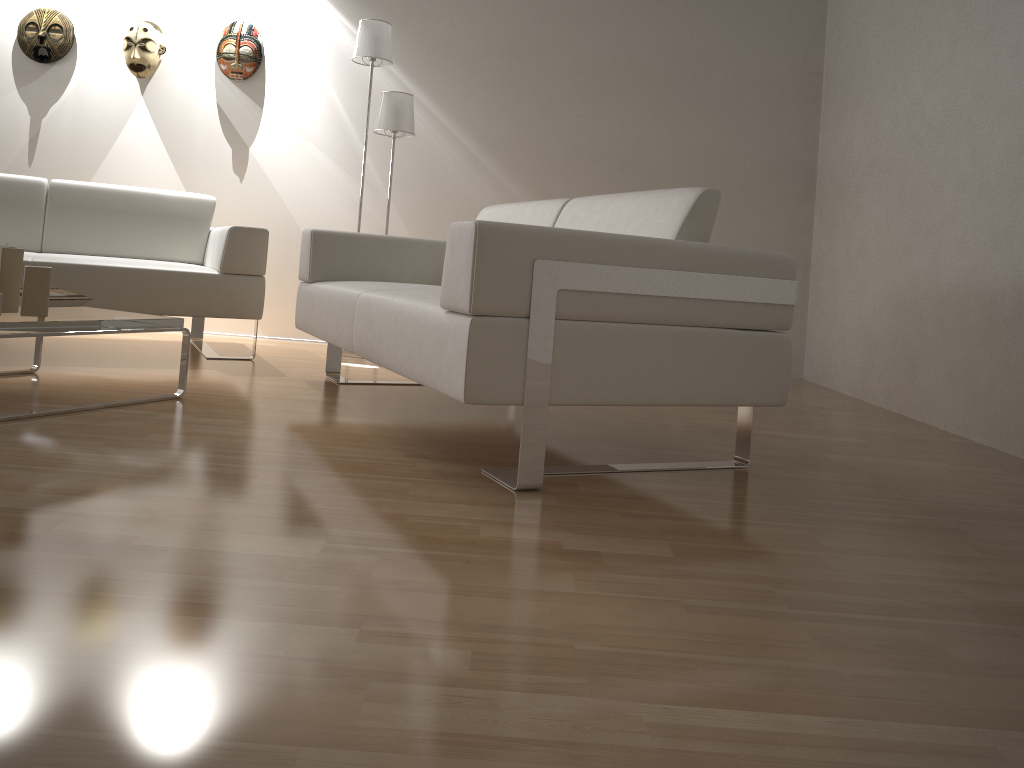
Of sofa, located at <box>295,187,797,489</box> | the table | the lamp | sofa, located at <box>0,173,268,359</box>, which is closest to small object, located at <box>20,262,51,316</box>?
the table

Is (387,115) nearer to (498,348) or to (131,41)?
(131,41)

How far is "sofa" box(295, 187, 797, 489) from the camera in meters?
1.9

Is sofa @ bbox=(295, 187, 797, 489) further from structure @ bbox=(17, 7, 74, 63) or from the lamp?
structure @ bbox=(17, 7, 74, 63)

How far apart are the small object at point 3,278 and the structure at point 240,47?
2.58m

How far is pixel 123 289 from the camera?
3.5m

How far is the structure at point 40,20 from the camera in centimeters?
470cm

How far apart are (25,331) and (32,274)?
0.2 meters

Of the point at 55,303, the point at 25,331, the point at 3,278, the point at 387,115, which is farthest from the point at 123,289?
the point at 387,115

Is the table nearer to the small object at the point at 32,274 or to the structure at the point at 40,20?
the small object at the point at 32,274
